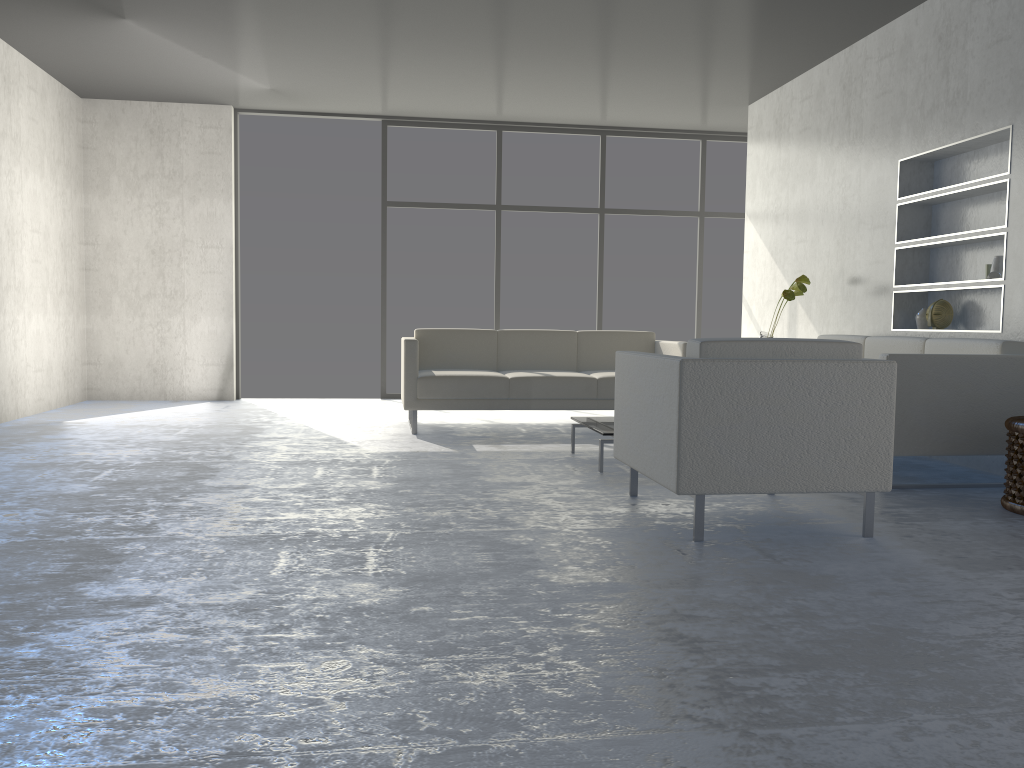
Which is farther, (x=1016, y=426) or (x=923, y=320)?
(x=923, y=320)

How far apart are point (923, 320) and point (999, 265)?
0.67m

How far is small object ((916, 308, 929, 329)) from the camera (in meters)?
5.05

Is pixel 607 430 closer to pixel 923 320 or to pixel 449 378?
pixel 449 378

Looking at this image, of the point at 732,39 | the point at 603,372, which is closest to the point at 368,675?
the point at 603,372

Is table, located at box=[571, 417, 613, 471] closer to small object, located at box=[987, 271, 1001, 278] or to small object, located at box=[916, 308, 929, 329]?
small object, located at box=[916, 308, 929, 329]

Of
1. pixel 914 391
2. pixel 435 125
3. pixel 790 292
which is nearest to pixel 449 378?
pixel 790 292

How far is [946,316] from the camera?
4.9 meters

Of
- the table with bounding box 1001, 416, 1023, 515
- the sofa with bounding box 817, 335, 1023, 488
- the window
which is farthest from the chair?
the window

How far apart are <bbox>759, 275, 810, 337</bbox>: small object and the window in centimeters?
243cm
